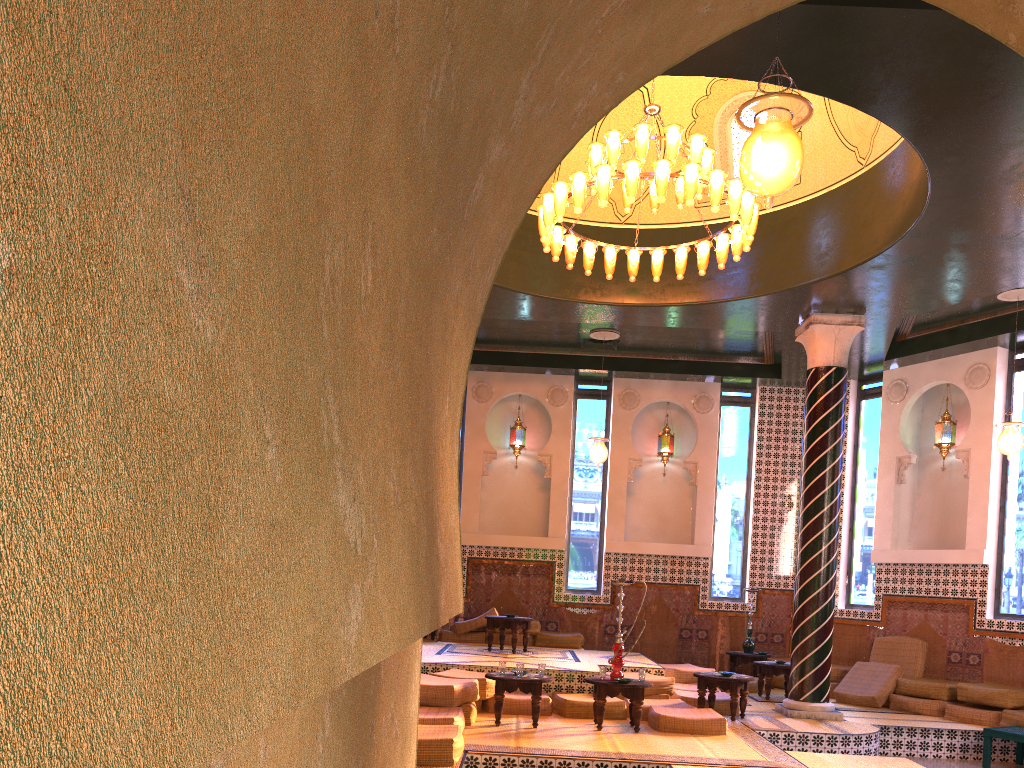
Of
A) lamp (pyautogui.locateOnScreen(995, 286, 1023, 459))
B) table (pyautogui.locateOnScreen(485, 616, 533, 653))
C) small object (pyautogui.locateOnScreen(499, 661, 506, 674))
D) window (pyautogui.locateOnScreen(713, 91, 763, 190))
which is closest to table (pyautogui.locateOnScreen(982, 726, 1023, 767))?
lamp (pyautogui.locateOnScreen(995, 286, 1023, 459))

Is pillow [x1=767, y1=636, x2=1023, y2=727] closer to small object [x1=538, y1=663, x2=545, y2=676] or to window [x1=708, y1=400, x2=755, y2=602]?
window [x1=708, y1=400, x2=755, y2=602]

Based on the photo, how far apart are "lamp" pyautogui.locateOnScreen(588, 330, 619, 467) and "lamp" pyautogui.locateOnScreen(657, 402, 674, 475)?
2.7 meters

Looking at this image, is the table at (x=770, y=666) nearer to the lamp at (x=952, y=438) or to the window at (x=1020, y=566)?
the window at (x=1020, y=566)

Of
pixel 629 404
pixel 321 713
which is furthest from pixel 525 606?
pixel 321 713

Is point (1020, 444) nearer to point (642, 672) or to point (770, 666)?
point (770, 666)

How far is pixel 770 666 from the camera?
13.5 meters

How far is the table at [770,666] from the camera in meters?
13.5 m

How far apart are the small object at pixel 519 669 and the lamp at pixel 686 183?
4.8m

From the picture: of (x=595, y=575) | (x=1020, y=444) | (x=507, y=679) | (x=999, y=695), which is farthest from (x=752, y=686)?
(x=507, y=679)
